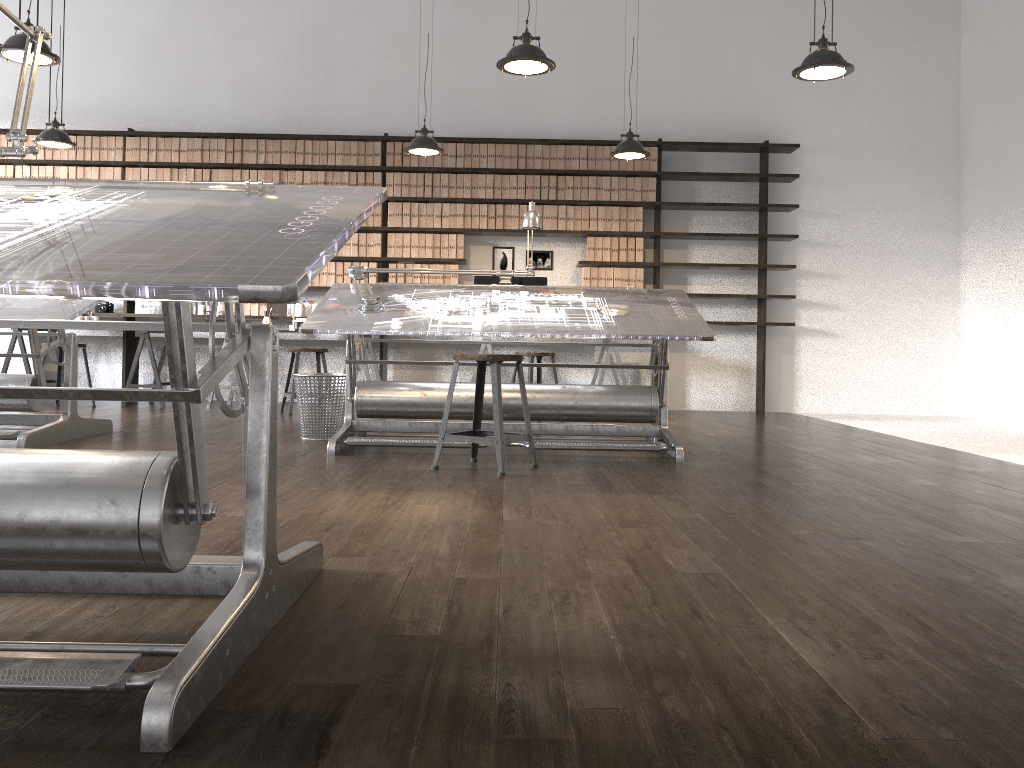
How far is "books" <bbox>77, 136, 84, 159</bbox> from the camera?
7.9 meters

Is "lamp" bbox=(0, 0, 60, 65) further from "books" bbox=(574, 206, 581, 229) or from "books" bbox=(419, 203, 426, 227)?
"books" bbox=(574, 206, 581, 229)

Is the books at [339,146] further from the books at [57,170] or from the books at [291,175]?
the books at [57,170]

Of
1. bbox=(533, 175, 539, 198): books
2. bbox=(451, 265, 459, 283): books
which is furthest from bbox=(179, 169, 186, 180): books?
bbox=(533, 175, 539, 198): books

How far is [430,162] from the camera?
7.9 meters

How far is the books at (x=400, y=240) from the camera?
7.9 meters

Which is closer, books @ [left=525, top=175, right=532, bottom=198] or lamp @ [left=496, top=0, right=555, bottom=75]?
lamp @ [left=496, top=0, right=555, bottom=75]

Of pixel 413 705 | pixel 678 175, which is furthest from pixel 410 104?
pixel 413 705

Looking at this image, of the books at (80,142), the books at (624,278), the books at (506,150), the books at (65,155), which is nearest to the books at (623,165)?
the books at (624,278)

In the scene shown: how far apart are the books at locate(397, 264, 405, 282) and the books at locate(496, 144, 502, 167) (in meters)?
1.32
